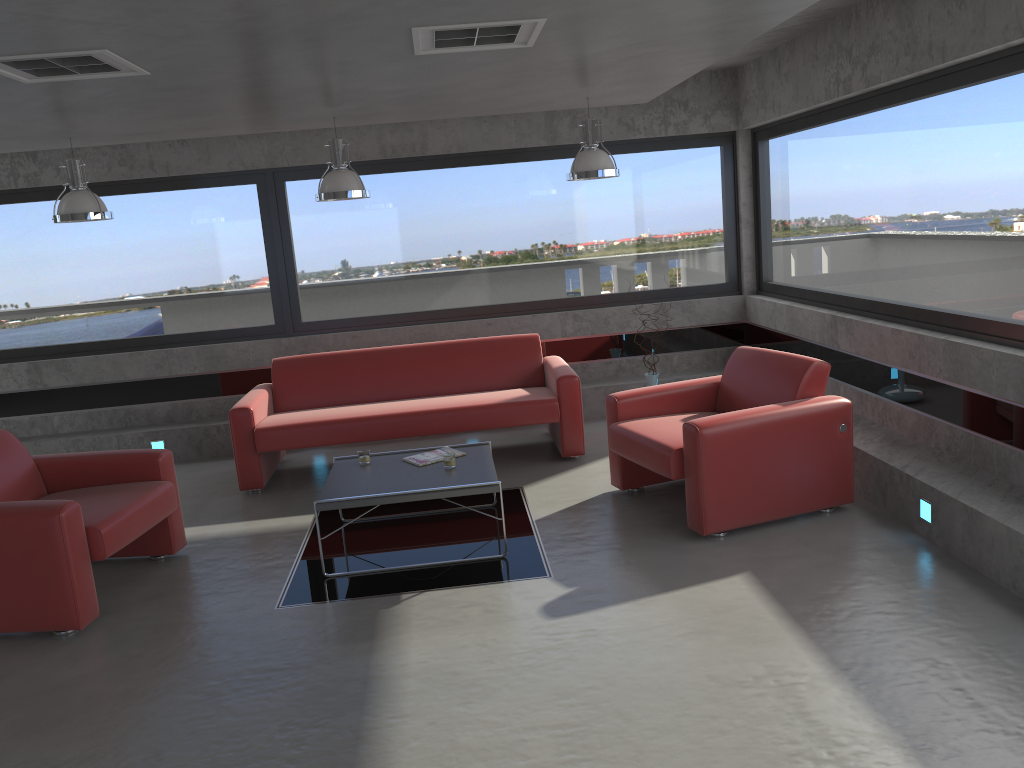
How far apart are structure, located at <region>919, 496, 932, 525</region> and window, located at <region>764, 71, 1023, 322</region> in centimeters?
108cm

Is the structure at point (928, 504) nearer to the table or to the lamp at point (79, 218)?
the table

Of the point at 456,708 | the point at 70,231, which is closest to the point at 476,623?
the point at 456,708

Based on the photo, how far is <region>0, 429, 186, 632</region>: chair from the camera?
4.3 meters

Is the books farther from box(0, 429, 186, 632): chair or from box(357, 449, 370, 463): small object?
box(0, 429, 186, 632): chair

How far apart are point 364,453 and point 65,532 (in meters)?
1.77

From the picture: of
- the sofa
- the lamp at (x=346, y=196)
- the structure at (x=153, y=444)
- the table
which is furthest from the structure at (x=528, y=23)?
the structure at (x=153, y=444)

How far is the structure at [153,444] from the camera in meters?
7.7 m

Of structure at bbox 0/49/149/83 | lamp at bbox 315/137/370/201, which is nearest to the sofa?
lamp at bbox 315/137/370/201

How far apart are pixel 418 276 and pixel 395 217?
0.57m
